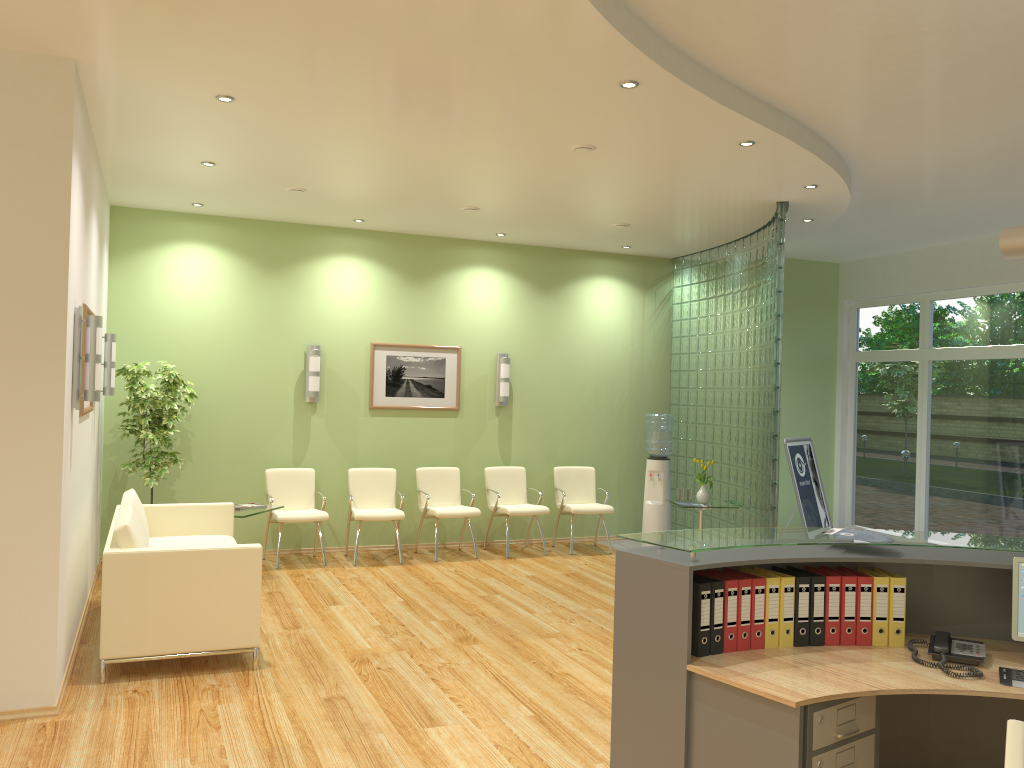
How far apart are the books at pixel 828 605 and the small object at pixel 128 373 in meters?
5.9 m

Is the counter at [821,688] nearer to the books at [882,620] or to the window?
the books at [882,620]

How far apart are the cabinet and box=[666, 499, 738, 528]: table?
5.73m

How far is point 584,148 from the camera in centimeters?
588cm

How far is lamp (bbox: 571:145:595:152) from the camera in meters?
5.9

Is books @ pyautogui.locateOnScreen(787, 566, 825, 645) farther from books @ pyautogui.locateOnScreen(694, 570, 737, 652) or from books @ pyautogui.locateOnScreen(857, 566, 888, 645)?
books @ pyautogui.locateOnScreen(694, 570, 737, 652)

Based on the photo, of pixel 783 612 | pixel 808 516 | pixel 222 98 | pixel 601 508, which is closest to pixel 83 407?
pixel 222 98

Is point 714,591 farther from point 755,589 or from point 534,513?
point 534,513

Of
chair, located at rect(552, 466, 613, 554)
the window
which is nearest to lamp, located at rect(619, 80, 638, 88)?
chair, located at rect(552, 466, 613, 554)

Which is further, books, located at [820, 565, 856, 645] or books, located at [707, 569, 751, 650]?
books, located at [820, 565, 856, 645]
